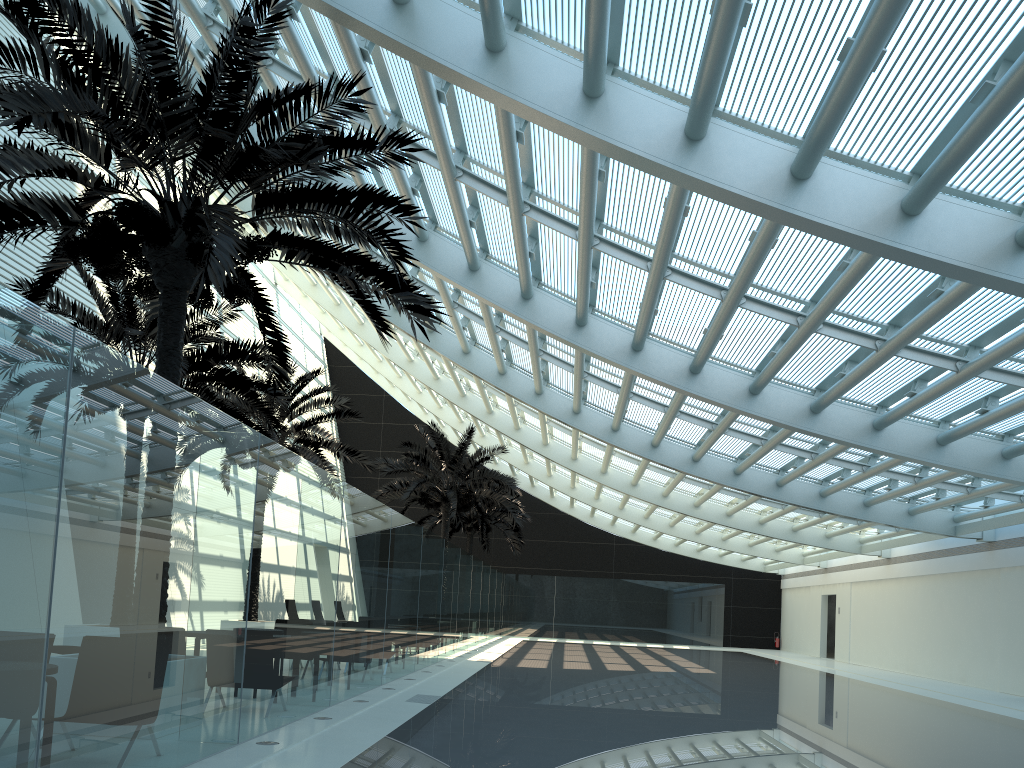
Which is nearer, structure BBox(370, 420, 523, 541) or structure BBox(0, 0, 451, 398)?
structure BBox(0, 0, 451, 398)

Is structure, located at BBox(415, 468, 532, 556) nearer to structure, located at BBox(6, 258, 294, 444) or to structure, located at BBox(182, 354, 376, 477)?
structure, located at BBox(182, 354, 376, 477)

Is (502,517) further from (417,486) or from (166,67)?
(166,67)

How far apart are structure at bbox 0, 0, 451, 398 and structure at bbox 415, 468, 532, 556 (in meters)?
22.80

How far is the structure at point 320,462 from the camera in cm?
1926

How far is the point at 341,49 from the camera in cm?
983

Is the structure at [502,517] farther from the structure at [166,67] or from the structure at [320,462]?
the structure at [166,67]

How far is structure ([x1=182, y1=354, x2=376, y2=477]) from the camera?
19.26m

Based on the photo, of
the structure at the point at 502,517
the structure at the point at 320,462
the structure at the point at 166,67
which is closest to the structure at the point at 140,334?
the structure at the point at 320,462

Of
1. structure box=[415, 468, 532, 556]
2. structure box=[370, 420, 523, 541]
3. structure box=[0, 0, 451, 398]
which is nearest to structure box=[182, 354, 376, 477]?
structure box=[370, 420, 523, 541]
